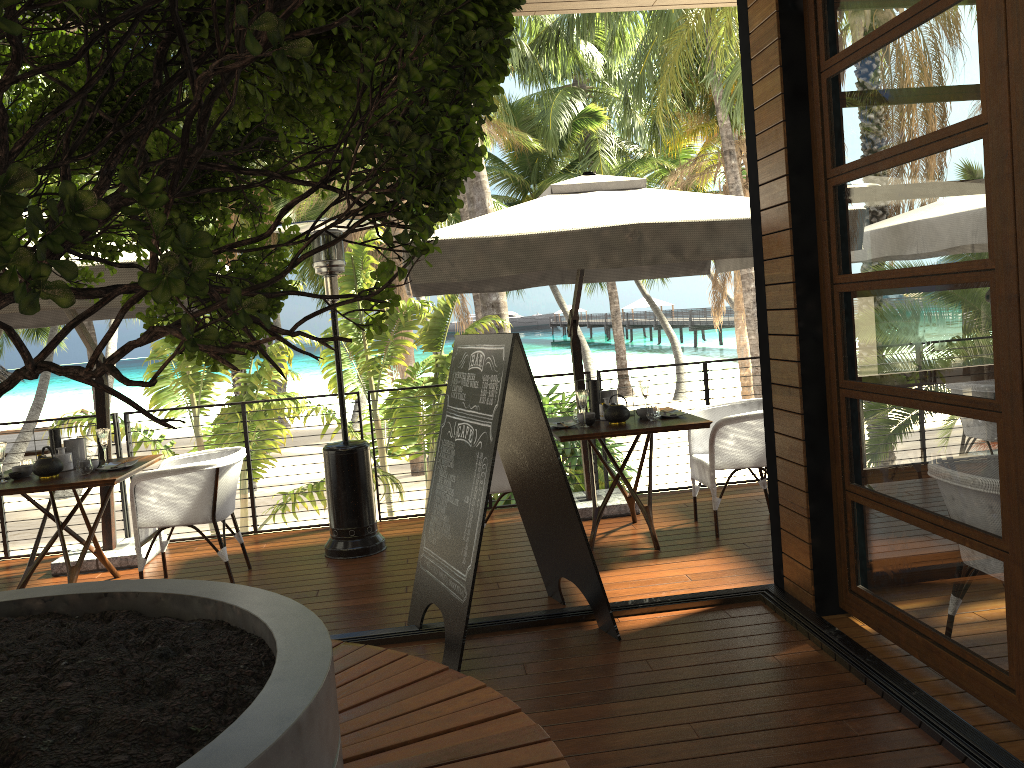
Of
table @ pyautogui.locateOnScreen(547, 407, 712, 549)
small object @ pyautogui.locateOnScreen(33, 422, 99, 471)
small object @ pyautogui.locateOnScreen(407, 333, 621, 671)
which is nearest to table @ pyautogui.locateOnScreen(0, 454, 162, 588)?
small object @ pyautogui.locateOnScreen(33, 422, 99, 471)

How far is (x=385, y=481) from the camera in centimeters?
1121cm

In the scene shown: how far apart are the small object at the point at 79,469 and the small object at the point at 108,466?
0.1 meters

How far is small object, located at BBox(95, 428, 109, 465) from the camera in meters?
5.4

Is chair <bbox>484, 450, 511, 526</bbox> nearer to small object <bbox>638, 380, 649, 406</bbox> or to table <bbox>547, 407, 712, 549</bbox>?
table <bbox>547, 407, 712, 549</bbox>

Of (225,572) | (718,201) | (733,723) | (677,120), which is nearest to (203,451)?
(225,572)

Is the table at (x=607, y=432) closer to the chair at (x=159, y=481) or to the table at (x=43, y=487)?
the chair at (x=159, y=481)

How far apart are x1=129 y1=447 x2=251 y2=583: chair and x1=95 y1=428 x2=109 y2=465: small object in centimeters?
36cm

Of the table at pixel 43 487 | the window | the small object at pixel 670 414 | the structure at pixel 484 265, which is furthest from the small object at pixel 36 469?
the window

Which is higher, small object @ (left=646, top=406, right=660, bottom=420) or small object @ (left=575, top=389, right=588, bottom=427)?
small object @ (left=575, top=389, right=588, bottom=427)
